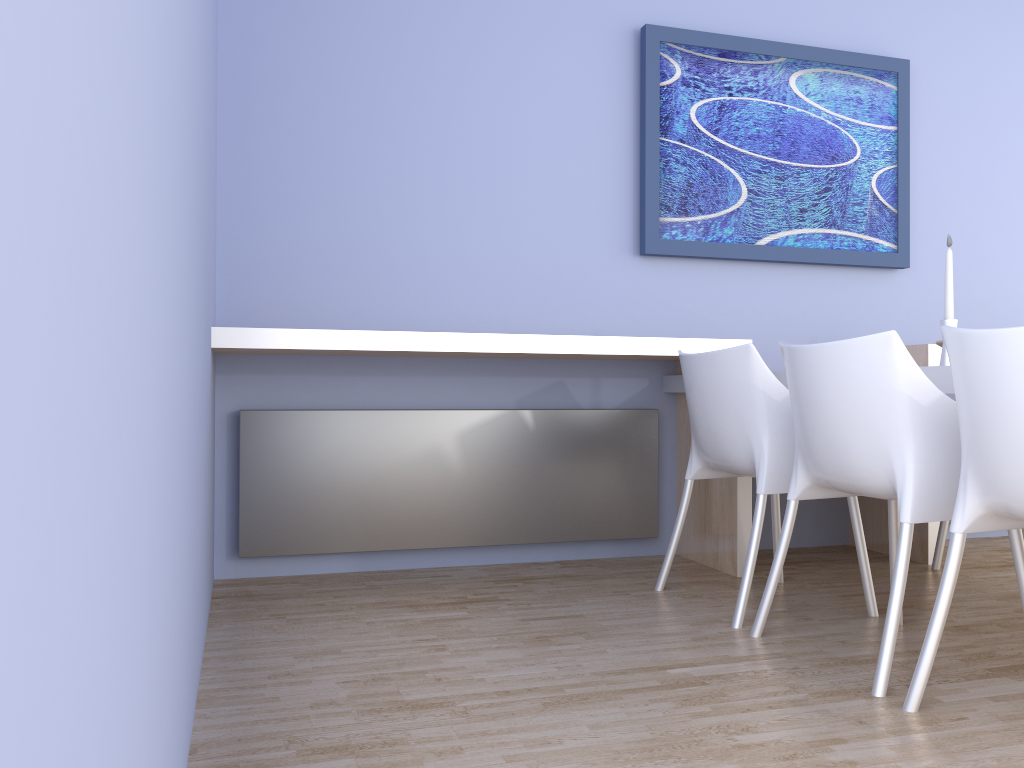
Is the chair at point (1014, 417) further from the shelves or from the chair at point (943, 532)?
the chair at point (943, 532)

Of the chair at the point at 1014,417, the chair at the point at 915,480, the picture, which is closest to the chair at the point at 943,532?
the chair at the point at 915,480

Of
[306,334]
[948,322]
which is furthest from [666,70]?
[306,334]

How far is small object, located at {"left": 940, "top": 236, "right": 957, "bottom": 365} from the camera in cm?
228

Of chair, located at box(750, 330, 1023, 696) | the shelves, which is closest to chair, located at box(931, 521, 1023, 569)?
the shelves

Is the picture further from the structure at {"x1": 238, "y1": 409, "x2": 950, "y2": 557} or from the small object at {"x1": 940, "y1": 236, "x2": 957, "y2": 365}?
the small object at {"x1": 940, "y1": 236, "x2": 957, "y2": 365}

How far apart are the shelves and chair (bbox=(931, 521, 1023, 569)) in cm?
10

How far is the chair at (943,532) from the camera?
3.3m

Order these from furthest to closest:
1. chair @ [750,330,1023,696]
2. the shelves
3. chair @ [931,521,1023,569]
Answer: chair @ [931,521,1023,569] → the shelves → chair @ [750,330,1023,696]

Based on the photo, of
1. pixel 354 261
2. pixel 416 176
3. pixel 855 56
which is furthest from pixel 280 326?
pixel 855 56
